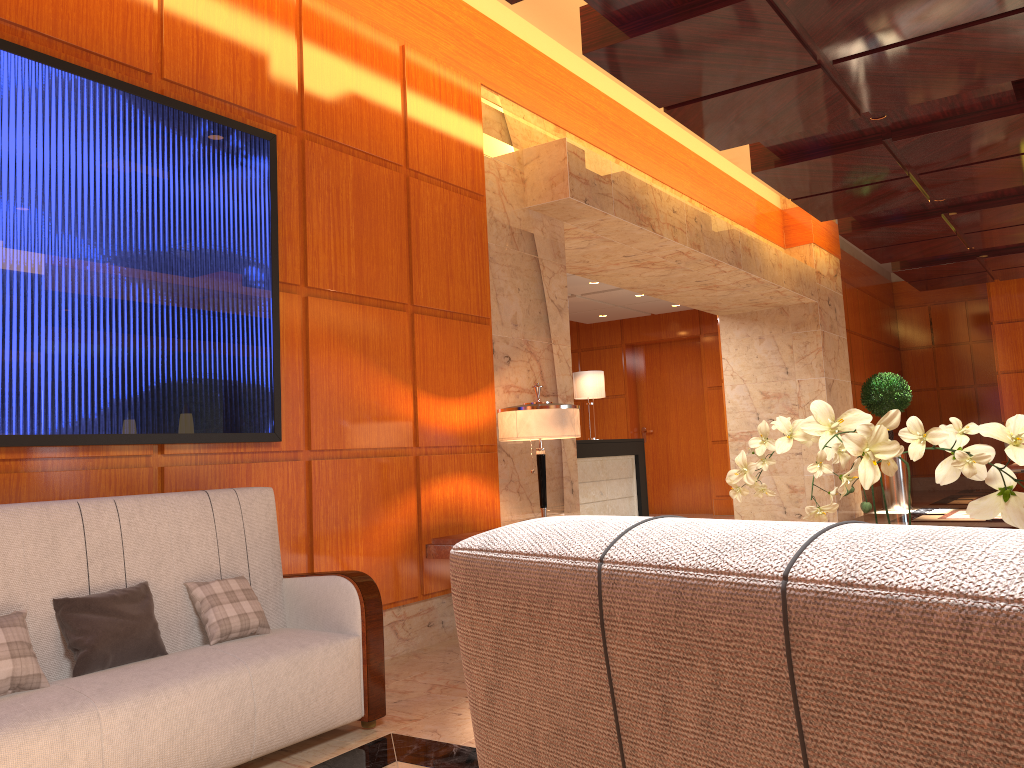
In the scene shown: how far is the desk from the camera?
9.7m

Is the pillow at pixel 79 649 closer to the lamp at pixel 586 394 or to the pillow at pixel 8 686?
the pillow at pixel 8 686

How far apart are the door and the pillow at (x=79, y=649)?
11.3m

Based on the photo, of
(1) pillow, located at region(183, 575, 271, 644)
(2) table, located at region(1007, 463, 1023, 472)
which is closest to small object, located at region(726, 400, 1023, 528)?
(1) pillow, located at region(183, 575, 271, 644)

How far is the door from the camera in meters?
13.7

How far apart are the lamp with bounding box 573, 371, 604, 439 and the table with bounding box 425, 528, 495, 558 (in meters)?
5.90

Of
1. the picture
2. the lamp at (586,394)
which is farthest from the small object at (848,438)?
the lamp at (586,394)

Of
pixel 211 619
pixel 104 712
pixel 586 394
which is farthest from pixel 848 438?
pixel 586 394

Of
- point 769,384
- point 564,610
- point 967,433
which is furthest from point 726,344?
point 564,610

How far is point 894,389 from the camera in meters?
12.5 m
